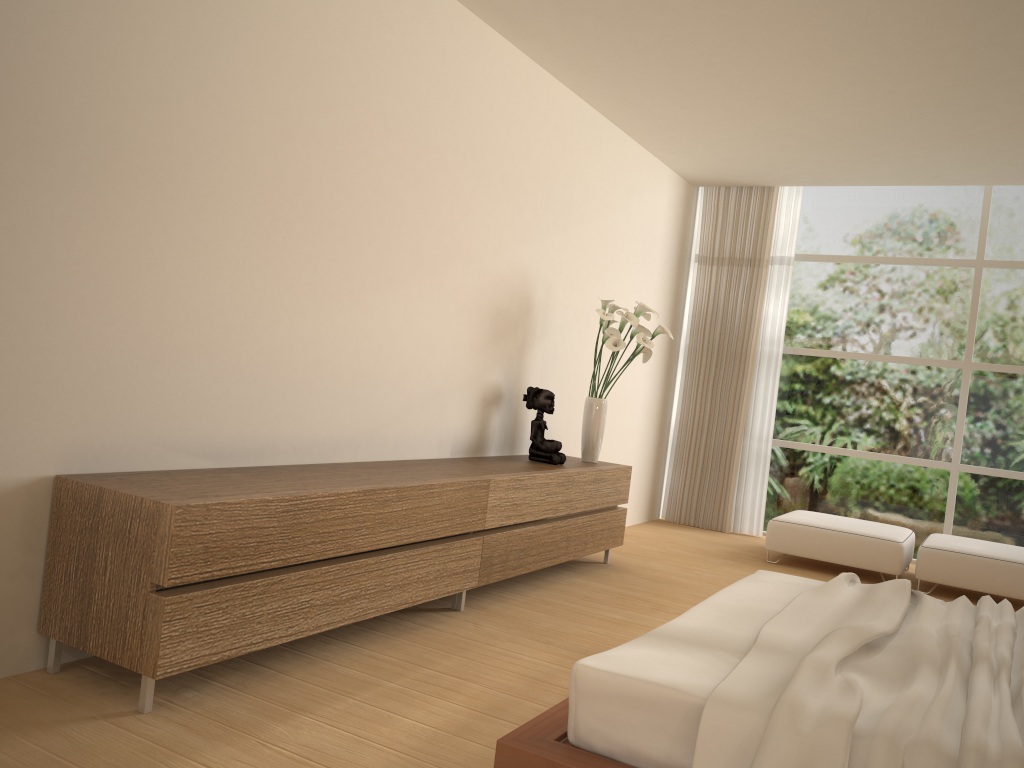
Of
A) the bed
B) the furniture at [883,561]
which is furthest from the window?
the bed

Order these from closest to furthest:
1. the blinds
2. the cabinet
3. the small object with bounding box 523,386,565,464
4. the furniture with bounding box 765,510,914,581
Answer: the cabinet < the small object with bounding box 523,386,565,464 < the furniture with bounding box 765,510,914,581 < the blinds

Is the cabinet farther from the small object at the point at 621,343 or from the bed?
the bed

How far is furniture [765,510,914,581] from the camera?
6.21m

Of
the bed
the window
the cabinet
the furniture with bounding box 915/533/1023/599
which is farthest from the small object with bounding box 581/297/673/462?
the window

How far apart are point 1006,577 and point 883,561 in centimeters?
75cm

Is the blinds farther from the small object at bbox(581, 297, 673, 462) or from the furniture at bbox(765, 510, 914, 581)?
the small object at bbox(581, 297, 673, 462)

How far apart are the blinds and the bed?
4.16m

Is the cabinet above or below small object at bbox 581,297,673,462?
below

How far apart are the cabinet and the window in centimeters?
271cm
